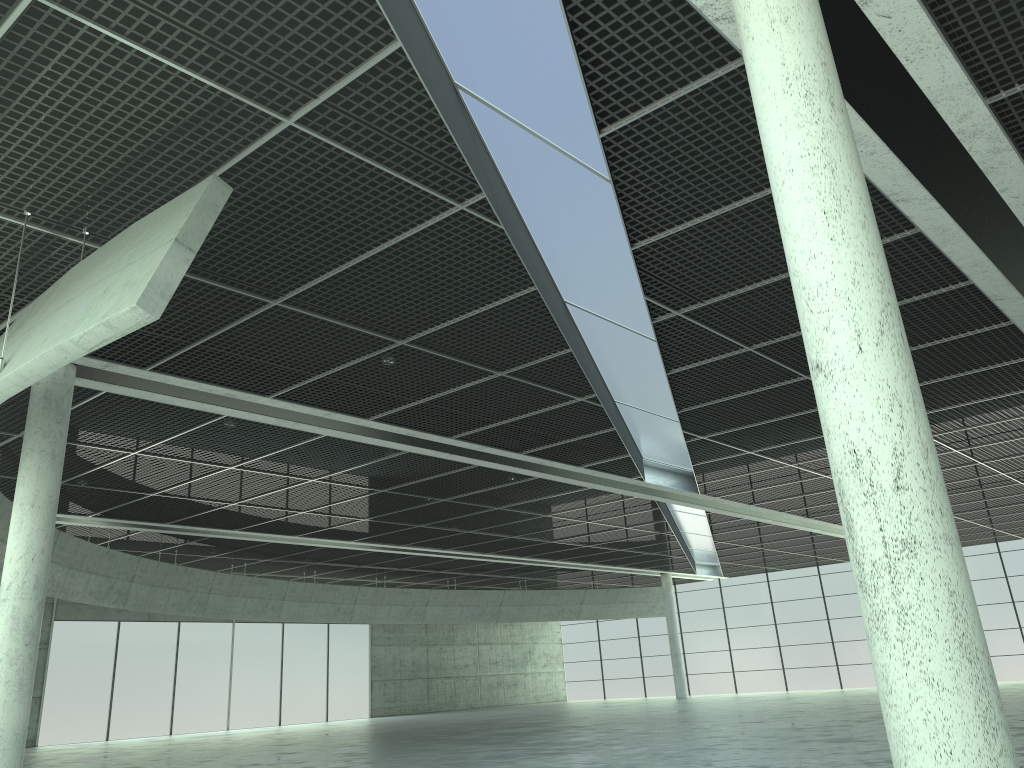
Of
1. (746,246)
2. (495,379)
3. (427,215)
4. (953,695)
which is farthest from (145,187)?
(953,695)
